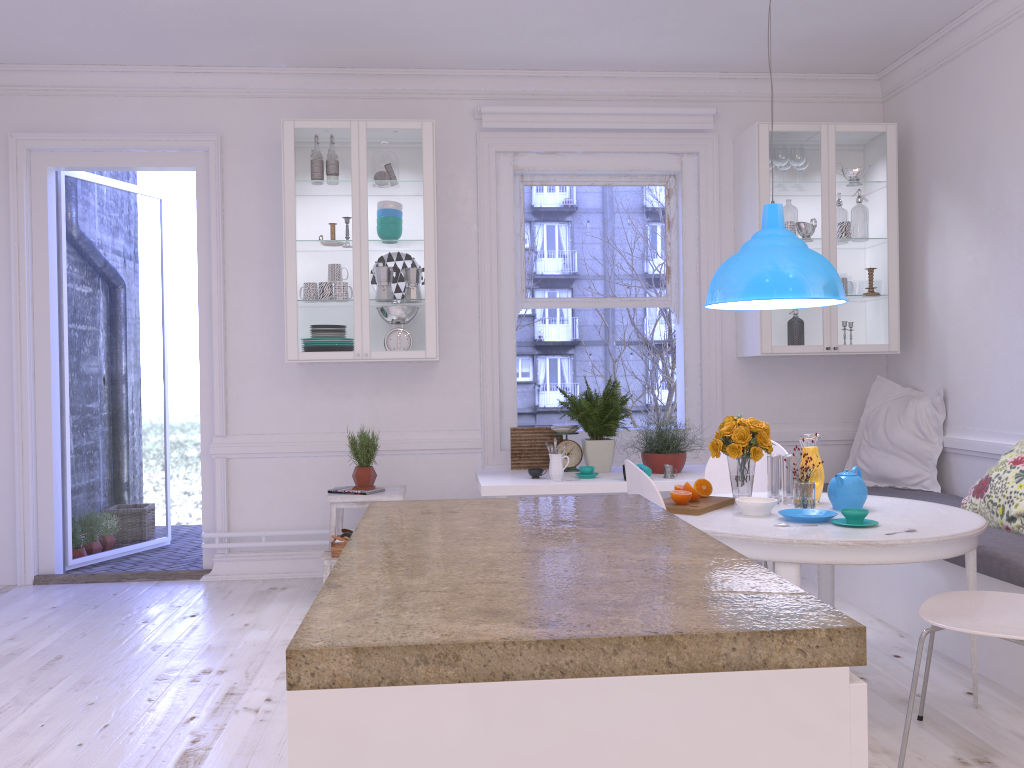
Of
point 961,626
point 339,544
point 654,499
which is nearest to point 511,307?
point 339,544

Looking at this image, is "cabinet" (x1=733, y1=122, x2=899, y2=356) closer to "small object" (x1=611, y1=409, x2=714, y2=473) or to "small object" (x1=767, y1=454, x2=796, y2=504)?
"small object" (x1=611, y1=409, x2=714, y2=473)

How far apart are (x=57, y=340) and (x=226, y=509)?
1.4m

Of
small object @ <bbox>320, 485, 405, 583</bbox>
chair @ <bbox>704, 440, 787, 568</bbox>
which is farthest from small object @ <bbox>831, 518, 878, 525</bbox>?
small object @ <bbox>320, 485, 405, 583</bbox>

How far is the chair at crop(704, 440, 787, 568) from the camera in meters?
4.0 m

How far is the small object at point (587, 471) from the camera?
4.5 meters

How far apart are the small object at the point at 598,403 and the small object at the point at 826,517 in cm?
158

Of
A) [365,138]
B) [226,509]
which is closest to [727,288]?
[365,138]

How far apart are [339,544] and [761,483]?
2.1 meters

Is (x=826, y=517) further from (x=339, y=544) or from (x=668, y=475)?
(x=339, y=544)
